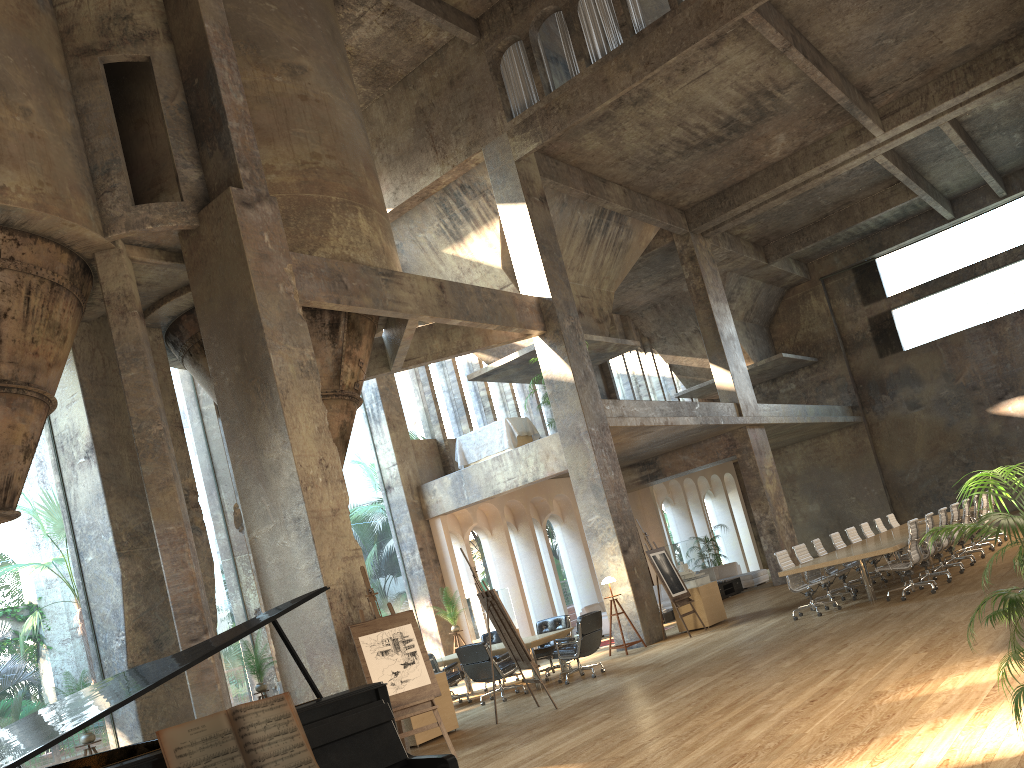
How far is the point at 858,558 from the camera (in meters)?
11.58

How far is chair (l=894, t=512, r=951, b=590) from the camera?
12.62m

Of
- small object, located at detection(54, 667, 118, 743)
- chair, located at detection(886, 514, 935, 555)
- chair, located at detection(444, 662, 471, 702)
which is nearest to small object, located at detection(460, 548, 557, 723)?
chair, located at detection(444, 662, 471, 702)

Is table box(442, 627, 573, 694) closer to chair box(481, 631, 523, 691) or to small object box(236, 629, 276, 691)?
chair box(481, 631, 523, 691)

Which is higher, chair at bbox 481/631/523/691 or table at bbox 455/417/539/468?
table at bbox 455/417/539/468

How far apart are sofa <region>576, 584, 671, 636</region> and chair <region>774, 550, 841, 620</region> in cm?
633

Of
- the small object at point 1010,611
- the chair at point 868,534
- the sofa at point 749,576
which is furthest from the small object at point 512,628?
the sofa at point 749,576

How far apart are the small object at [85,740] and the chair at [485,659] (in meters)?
4.59

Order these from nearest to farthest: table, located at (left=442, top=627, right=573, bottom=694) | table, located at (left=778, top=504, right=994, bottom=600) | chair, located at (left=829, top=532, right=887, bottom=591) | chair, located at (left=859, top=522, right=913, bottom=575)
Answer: table, located at (left=778, top=504, right=994, bottom=600) → table, located at (left=442, top=627, right=573, bottom=694) → chair, located at (left=829, top=532, right=887, bottom=591) → chair, located at (left=859, top=522, right=913, bottom=575)

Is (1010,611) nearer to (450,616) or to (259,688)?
(259,688)
